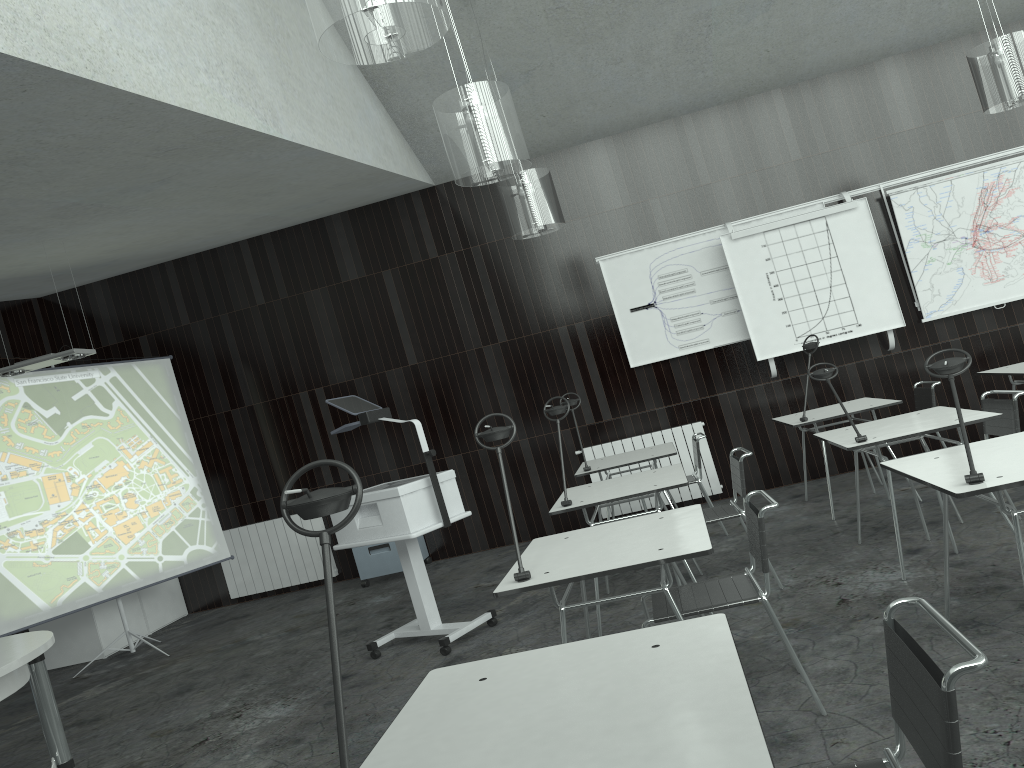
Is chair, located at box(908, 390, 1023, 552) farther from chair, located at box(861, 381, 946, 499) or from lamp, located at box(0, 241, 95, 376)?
lamp, located at box(0, 241, 95, 376)

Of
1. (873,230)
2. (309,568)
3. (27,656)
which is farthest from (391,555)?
(873,230)

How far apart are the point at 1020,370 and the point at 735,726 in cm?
533

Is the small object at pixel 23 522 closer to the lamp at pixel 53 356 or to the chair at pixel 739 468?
the lamp at pixel 53 356

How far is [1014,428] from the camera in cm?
430

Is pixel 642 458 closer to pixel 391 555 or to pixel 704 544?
pixel 391 555

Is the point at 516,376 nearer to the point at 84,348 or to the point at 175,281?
the point at 175,281

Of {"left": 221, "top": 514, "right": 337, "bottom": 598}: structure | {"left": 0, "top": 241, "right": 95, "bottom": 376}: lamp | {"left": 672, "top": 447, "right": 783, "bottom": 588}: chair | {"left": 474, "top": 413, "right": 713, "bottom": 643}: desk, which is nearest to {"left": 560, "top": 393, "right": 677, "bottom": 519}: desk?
{"left": 672, "top": 447, "right": 783, "bottom": 588}: chair

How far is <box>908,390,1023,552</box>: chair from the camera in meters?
4.3 m

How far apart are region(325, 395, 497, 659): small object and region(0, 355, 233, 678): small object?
2.69m
